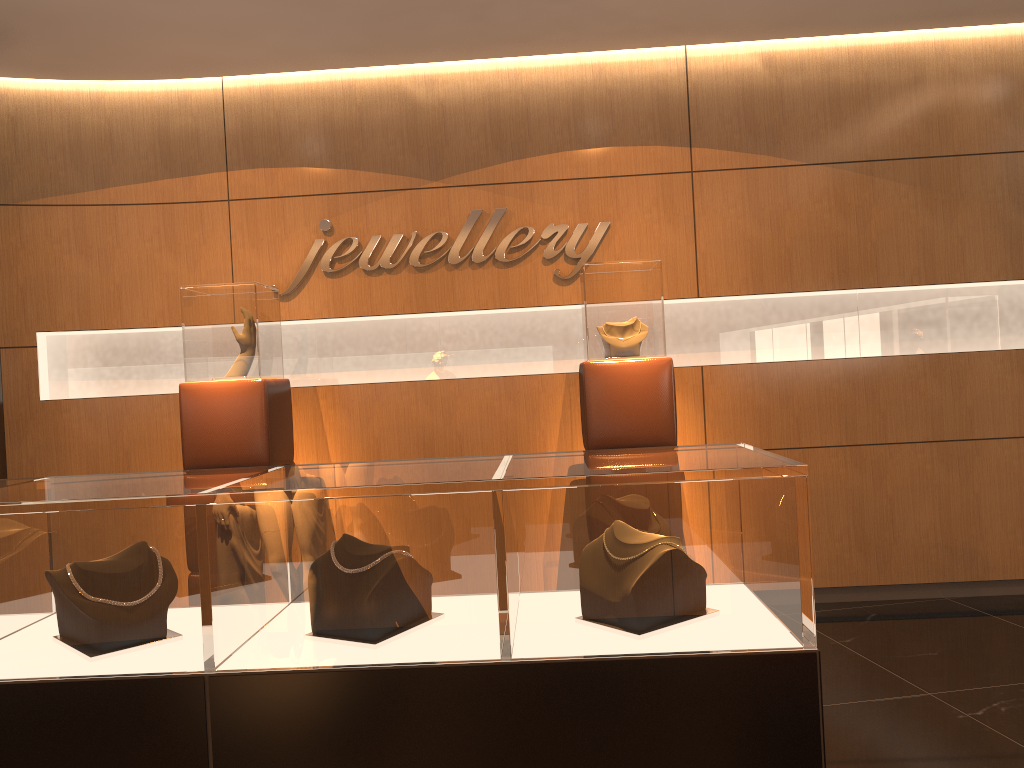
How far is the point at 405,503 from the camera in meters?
1.8 m

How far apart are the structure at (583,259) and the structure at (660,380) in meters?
0.7

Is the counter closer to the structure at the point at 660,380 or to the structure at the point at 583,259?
the structure at the point at 660,380

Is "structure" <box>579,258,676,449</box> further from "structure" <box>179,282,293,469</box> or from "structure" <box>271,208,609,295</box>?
"structure" <box>179,282,293,469</box>

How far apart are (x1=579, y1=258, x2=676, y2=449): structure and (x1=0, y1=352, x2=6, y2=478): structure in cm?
294

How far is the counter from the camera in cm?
179

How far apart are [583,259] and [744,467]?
3.6 meters

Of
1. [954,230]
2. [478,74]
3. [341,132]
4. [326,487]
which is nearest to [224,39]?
[341,132]

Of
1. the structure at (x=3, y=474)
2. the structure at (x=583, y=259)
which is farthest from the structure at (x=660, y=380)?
the structure at (x=3, y=474)

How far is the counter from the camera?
1.79m
